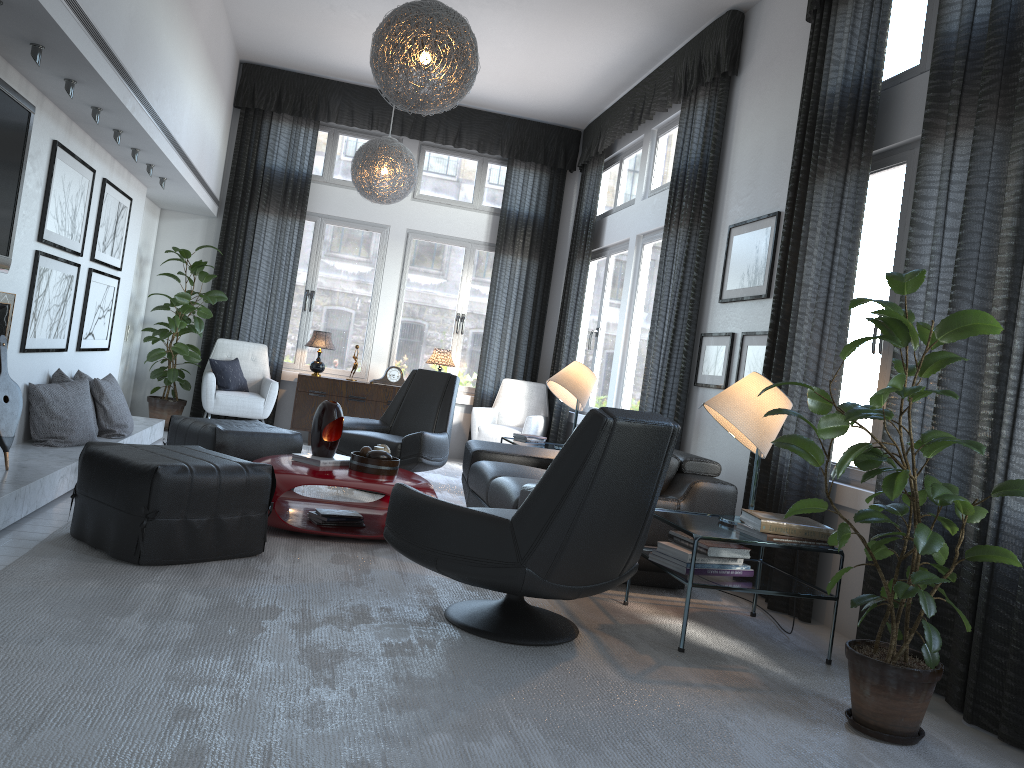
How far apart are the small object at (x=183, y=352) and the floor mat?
2.3m

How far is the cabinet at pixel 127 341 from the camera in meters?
7.4

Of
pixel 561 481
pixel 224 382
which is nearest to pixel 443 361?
pixel 224 382

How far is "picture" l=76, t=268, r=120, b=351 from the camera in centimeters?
553cm

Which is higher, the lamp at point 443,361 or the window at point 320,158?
the window at point 320,158

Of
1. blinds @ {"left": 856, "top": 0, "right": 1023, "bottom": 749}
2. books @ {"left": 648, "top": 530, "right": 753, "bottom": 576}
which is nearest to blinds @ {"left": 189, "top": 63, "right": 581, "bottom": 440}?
books @ {"left": 648, "top": 530, "right": 753, "bottom": 576}

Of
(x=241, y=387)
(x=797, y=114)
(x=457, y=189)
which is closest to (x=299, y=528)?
(x=797, y=114)

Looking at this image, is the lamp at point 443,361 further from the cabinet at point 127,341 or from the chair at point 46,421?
the chair at point 46,421

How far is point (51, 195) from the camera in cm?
450

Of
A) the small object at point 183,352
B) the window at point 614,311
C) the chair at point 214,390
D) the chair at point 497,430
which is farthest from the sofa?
the small object at point 183,352
